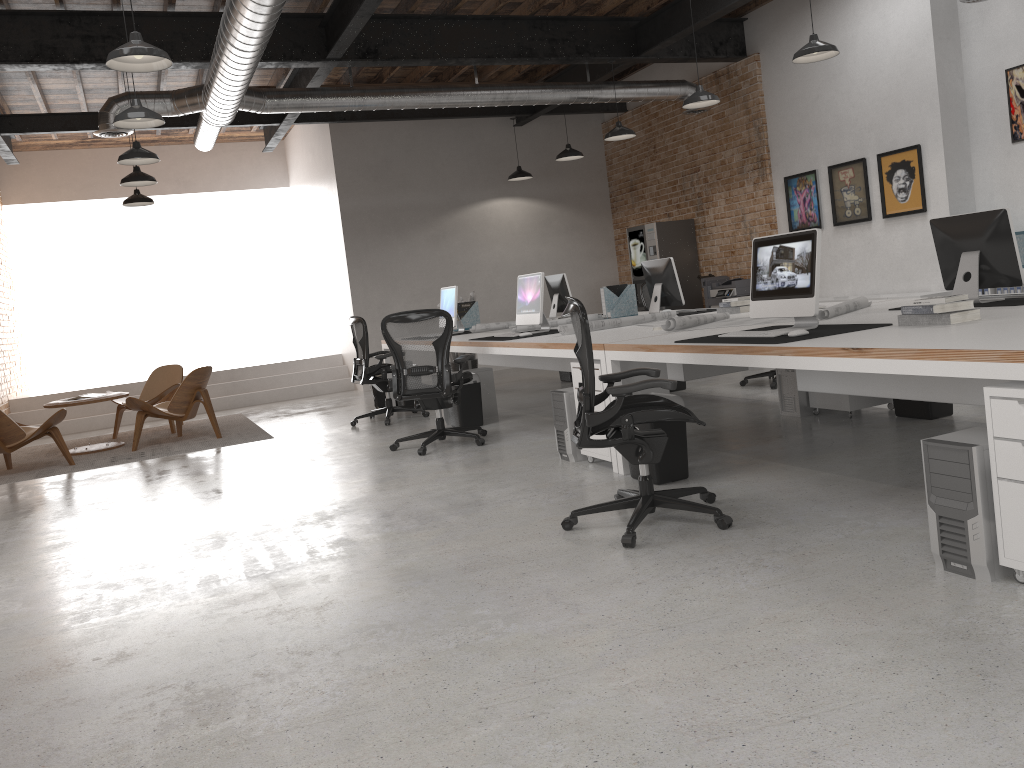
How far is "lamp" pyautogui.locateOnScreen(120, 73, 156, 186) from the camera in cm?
892

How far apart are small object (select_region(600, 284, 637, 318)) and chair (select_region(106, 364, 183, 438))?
5.1 meters

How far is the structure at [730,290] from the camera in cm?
1062

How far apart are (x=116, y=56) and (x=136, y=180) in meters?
4.3 m

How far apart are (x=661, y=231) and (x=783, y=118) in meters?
2.2 m

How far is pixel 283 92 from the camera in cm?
855

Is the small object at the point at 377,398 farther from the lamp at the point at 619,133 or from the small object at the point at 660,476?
the small object at the point at 660,476

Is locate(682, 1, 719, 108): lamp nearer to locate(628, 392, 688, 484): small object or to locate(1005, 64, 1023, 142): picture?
locate(1005, 64, 1023, 142): picture

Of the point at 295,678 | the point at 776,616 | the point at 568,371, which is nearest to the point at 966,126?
the point at 568,371

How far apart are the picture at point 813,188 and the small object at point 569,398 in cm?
530
